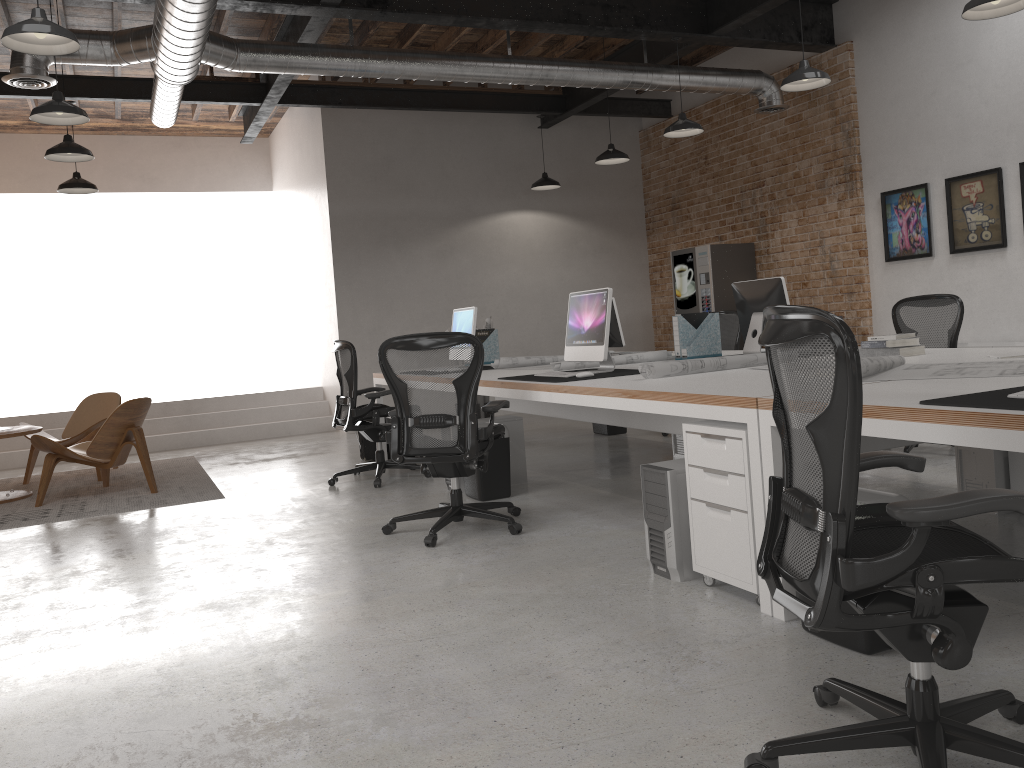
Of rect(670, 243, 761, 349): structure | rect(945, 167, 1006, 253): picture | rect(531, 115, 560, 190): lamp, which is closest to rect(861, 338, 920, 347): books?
rect(945, 167, 1006, 253): picture

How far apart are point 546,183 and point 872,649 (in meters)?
8.22

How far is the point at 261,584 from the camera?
4.1 meters

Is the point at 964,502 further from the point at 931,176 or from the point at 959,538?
the point at 931,176

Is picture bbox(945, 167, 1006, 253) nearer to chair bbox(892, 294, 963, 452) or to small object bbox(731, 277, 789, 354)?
chair bbox(892, 294, 963, 452)

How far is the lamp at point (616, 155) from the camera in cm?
886

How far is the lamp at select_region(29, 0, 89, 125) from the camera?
5.71m

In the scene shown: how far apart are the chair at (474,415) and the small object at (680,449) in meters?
2.0 m

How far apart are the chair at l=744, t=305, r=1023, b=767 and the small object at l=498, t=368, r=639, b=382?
2.7m

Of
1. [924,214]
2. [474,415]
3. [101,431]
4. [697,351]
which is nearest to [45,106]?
[101,431]
